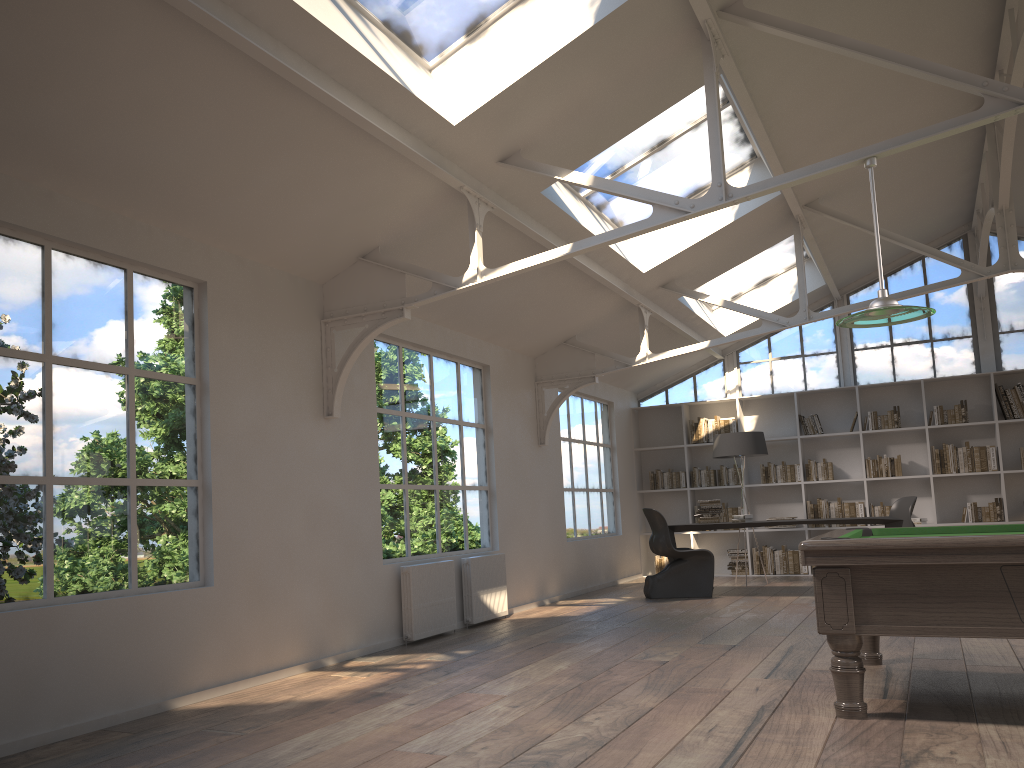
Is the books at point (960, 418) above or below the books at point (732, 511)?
above

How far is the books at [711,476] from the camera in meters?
11.8

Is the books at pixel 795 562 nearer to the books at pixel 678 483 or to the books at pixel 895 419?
the books at pixel 678 483

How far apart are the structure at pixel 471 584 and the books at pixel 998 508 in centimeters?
612cm

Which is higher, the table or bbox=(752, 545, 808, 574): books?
the table

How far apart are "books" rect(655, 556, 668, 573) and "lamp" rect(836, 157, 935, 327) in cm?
772

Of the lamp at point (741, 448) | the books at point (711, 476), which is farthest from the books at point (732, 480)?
the lamp at point (741, 448)

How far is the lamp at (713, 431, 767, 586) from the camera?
10.2 meters

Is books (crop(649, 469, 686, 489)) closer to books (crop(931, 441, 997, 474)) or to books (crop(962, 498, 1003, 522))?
books (crop(931, 441, 997, 474))

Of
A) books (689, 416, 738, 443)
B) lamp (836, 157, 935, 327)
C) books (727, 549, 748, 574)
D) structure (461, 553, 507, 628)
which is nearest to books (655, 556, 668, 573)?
books (727, 549, 748, 574)
